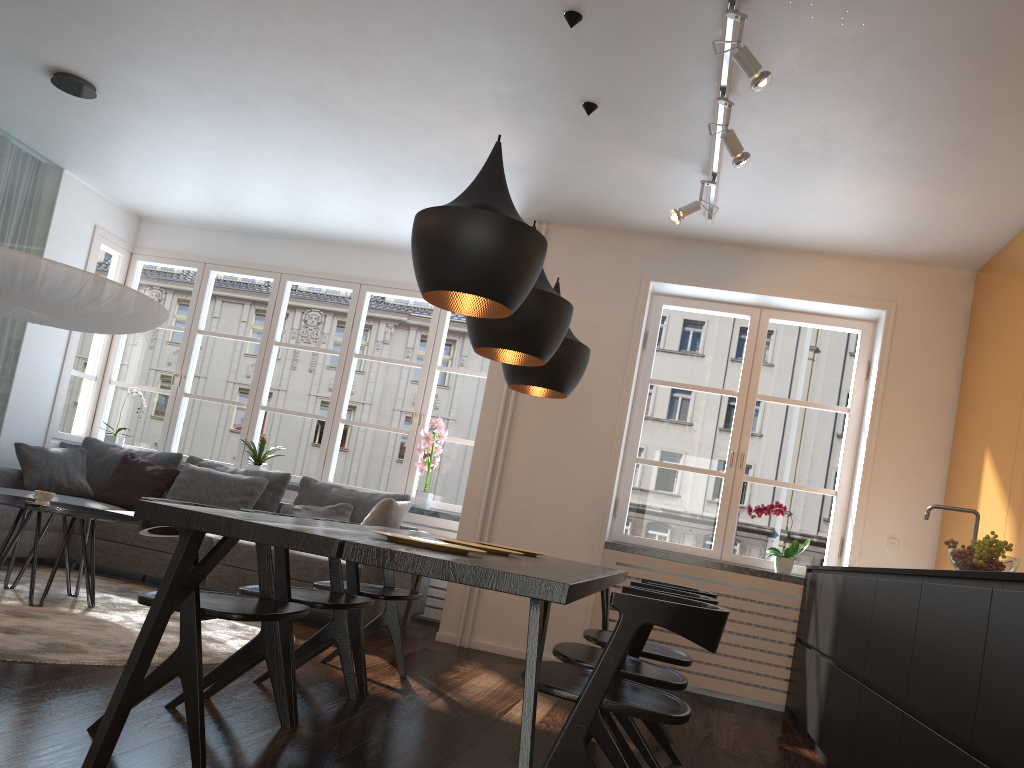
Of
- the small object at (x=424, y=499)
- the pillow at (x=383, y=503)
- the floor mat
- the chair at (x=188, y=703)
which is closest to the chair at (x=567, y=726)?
the chair at (x=188, y=703)

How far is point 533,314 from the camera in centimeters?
320cm

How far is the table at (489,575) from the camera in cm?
197

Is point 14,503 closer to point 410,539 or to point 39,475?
point 39,475

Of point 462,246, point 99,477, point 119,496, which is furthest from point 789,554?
point 99,477

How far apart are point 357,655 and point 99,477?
3.68m

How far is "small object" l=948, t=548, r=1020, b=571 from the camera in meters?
2.8 m

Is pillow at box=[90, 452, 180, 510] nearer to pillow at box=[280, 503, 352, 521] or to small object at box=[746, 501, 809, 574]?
pillow at box=[280, 503, 352, 521]

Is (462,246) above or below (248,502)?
above

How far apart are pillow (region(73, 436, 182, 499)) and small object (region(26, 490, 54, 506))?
2.2m
